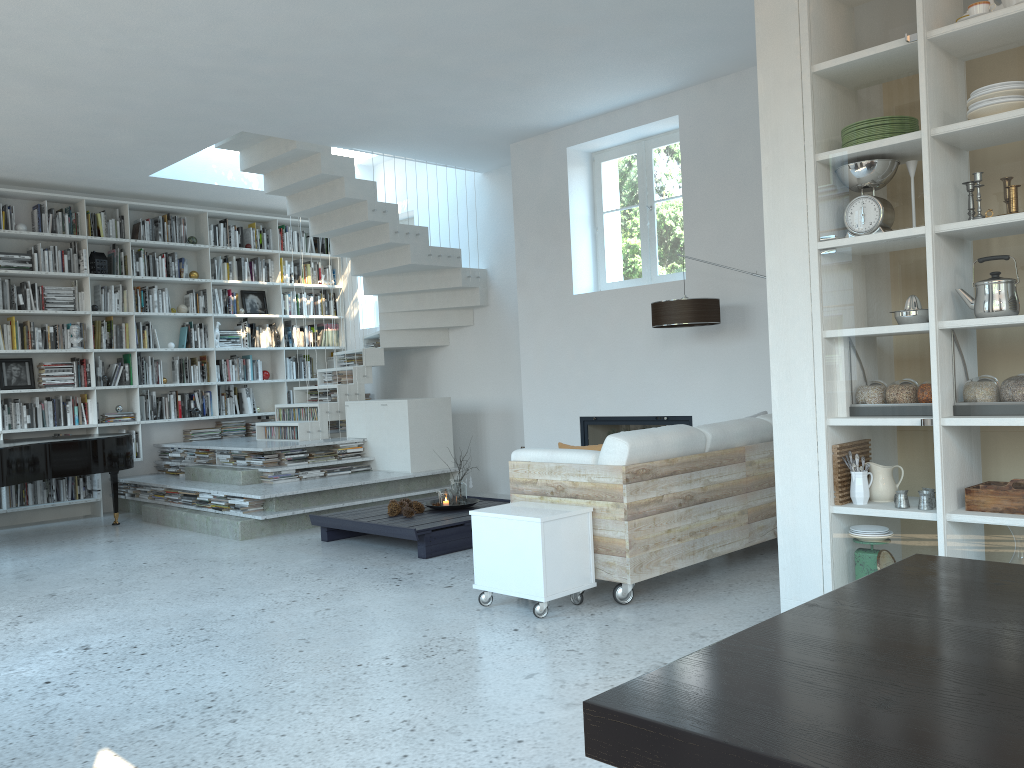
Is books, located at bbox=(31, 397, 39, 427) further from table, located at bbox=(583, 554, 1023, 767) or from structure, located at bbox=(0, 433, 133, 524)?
table, located at bbox=(583, 554, 1023, 767)

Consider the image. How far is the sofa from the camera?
4.31m

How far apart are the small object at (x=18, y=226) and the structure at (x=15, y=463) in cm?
220

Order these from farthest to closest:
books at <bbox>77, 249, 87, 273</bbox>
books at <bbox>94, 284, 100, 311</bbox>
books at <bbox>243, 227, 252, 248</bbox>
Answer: books at <bbox>243, 227, 252, 248</bbox> < books at <bbox>94, 284, 100, 311</bbox> < books at <bbox>77, 249, 87, 273</bbox>

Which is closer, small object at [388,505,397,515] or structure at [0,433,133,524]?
small object at [388,505,397,515]

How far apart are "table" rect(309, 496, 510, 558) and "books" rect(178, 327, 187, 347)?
3.85m

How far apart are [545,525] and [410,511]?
2.32m

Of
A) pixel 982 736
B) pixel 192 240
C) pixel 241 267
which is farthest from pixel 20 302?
pixel 982 736

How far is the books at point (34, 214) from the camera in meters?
8.5 m

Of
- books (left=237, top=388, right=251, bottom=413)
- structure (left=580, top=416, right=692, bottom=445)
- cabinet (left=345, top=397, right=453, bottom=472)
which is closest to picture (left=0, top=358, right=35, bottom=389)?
books (left=237, top=388, right=251, bottom=413)
